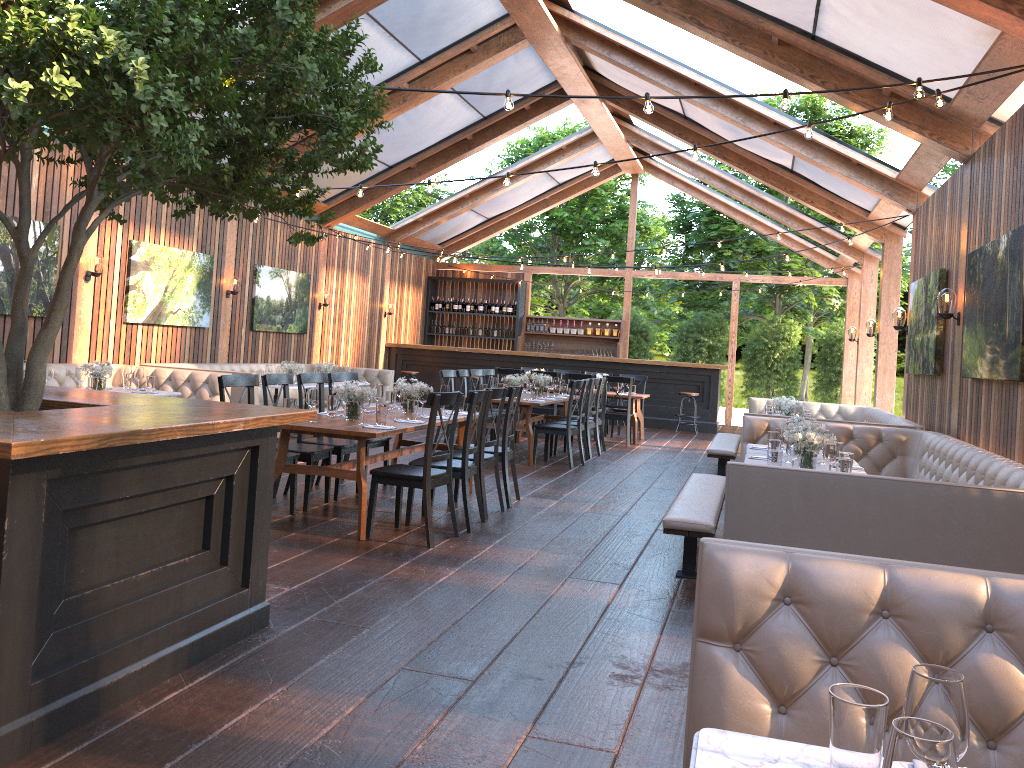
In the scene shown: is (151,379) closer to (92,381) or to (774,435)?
(92,381)

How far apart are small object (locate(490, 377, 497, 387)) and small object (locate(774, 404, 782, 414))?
3.28m

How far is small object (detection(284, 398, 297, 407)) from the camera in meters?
6.3 m

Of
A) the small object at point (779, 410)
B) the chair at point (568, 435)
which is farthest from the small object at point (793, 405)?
the chair at point (568, 435)

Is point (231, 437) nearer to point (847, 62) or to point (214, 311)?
point (847, 62)

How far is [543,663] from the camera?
3.9m

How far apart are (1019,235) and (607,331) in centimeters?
1361cm

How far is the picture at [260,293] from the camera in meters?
13.3

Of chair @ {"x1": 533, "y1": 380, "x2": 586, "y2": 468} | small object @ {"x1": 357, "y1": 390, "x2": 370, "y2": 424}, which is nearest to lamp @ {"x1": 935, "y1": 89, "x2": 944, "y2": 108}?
small object @ {"x1": 357, "y1": 390, "x2": 370, "y2": 424}

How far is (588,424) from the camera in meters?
11.4 m
